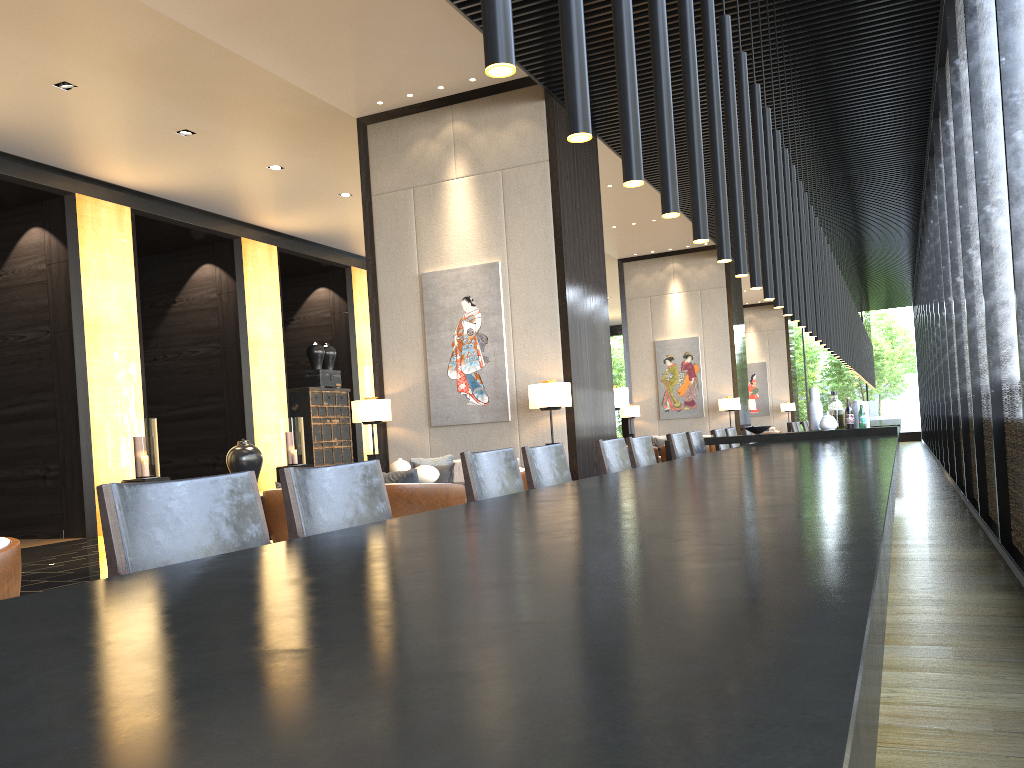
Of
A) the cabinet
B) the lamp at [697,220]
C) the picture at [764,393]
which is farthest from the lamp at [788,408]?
the lamp at [697,220]

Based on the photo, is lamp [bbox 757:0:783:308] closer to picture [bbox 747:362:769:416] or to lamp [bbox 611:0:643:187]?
lamp [bbox 611:0:643:187]

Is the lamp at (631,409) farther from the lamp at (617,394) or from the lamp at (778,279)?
the lamp at (778,279)

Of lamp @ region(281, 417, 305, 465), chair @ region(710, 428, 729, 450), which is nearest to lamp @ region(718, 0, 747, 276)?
chair @ region(710, 428, 729, 450)

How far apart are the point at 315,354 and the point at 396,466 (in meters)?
8.12

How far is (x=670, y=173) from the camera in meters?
3.0 m

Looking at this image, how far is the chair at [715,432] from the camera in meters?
7.6

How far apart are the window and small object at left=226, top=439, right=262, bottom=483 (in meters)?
5.66

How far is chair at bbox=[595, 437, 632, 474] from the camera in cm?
470

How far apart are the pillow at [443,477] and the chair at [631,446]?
2.87m
